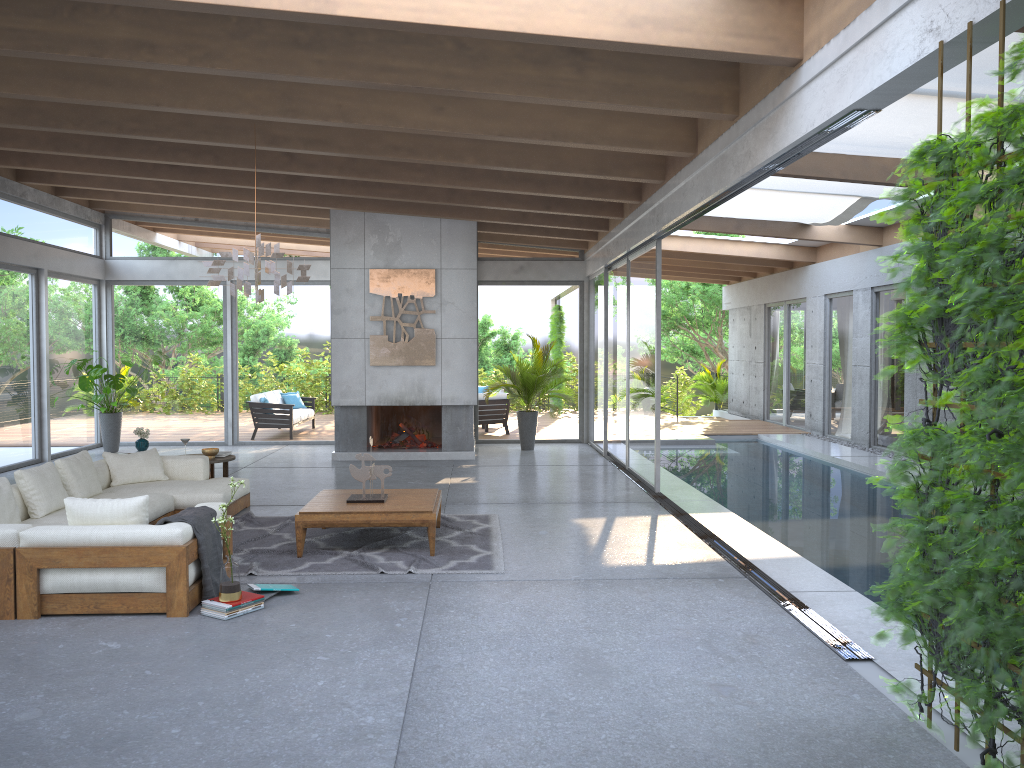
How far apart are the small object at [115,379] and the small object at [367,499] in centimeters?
709cm

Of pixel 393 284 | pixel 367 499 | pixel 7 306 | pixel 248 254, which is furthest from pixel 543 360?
pixel 7 306

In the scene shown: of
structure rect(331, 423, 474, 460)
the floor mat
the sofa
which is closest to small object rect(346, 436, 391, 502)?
the floor mat

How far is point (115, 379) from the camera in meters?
12.8 m

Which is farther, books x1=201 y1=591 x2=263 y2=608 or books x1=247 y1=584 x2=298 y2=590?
books x1=247 y1=584 x2=298 y2=590

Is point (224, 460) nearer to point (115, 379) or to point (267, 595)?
point (267, 595)

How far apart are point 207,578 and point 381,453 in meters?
7.1 m

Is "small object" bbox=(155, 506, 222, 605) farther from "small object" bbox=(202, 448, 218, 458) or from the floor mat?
"small object" bbox=(202, 448, 218, 458)

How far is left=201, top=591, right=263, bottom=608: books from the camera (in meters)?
5.22

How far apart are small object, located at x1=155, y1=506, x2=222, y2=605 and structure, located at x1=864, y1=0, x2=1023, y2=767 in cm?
377
